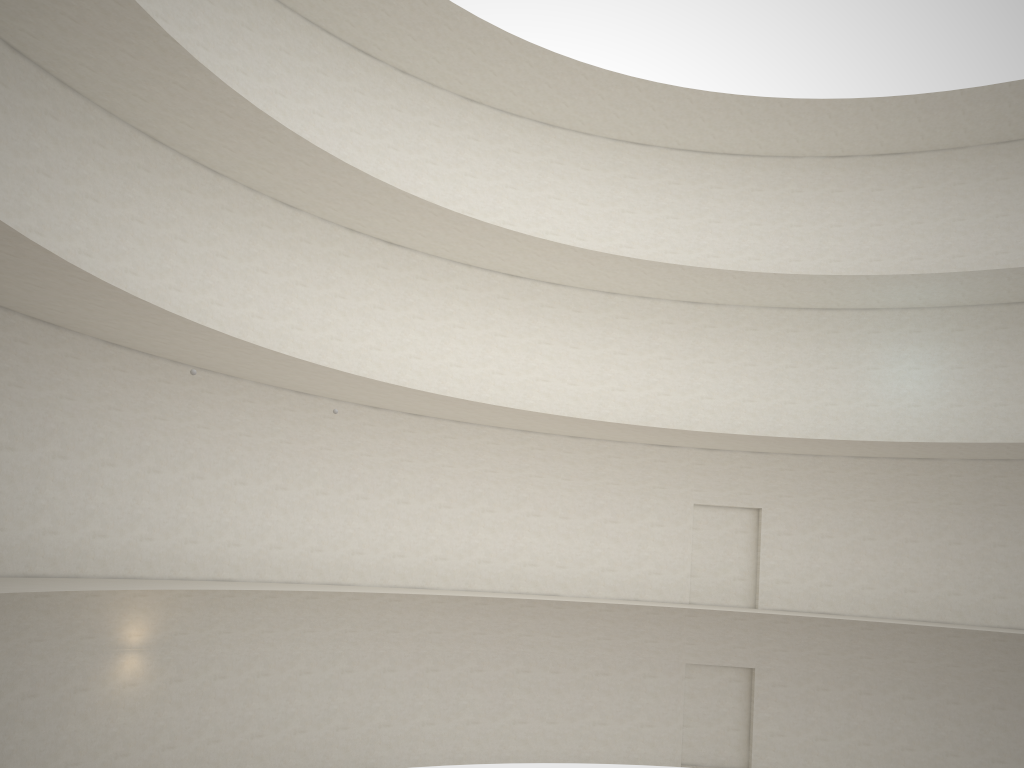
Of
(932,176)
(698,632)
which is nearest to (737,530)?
(698,632)

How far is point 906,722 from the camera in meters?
21.8
